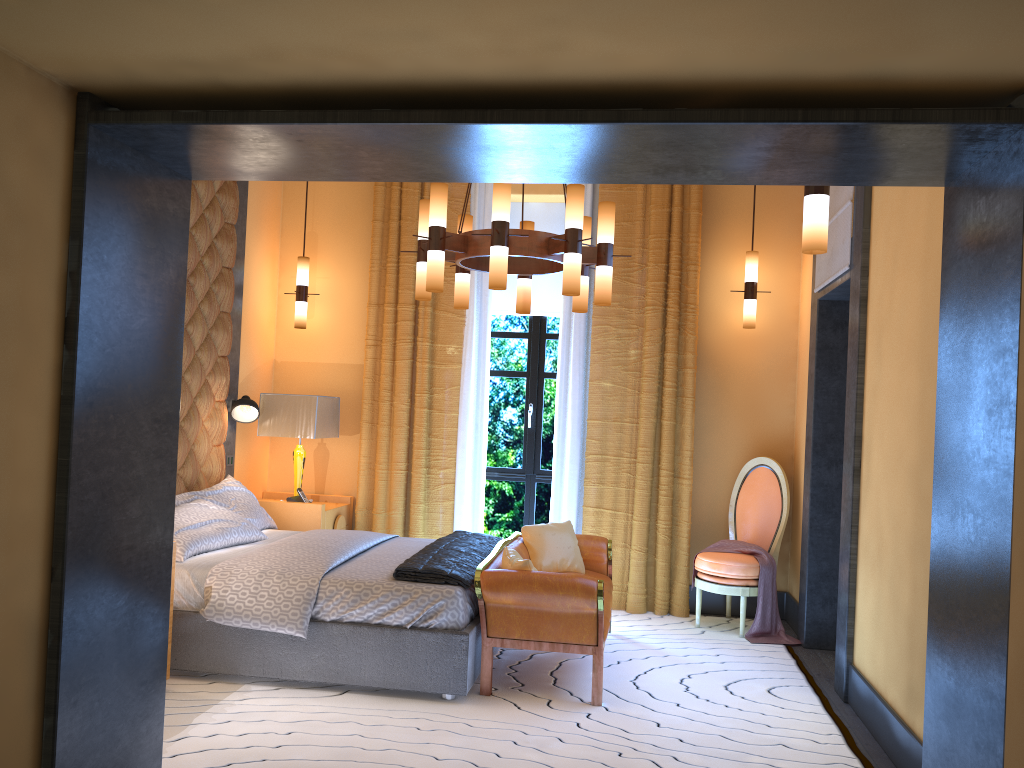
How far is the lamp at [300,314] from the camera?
6.6m

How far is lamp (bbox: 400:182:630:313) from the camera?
4.2 meters

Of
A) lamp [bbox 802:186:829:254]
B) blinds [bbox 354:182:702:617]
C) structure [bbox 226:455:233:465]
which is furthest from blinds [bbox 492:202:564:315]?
lamp [bbox 802:186:829:254]

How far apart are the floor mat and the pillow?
0.5m

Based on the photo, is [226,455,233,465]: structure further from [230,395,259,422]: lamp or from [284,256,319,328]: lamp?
[284,256,319,328]: lamp

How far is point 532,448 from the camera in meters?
6.8 m

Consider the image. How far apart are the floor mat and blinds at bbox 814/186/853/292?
2.20m

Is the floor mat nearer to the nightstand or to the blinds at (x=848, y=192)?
the nightstand

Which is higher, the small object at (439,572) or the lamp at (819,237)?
the lamp at (819,237)

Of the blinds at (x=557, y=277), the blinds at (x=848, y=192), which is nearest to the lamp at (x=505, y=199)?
the blinds at (x=848, y=192)
